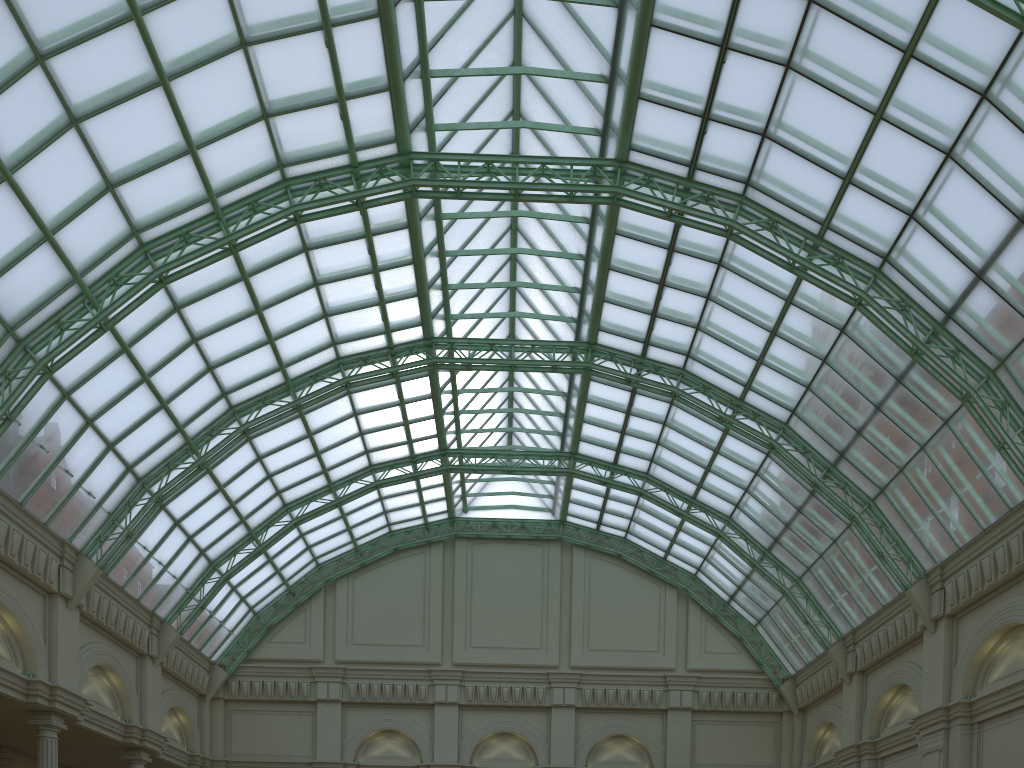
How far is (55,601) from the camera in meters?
32.9 m
